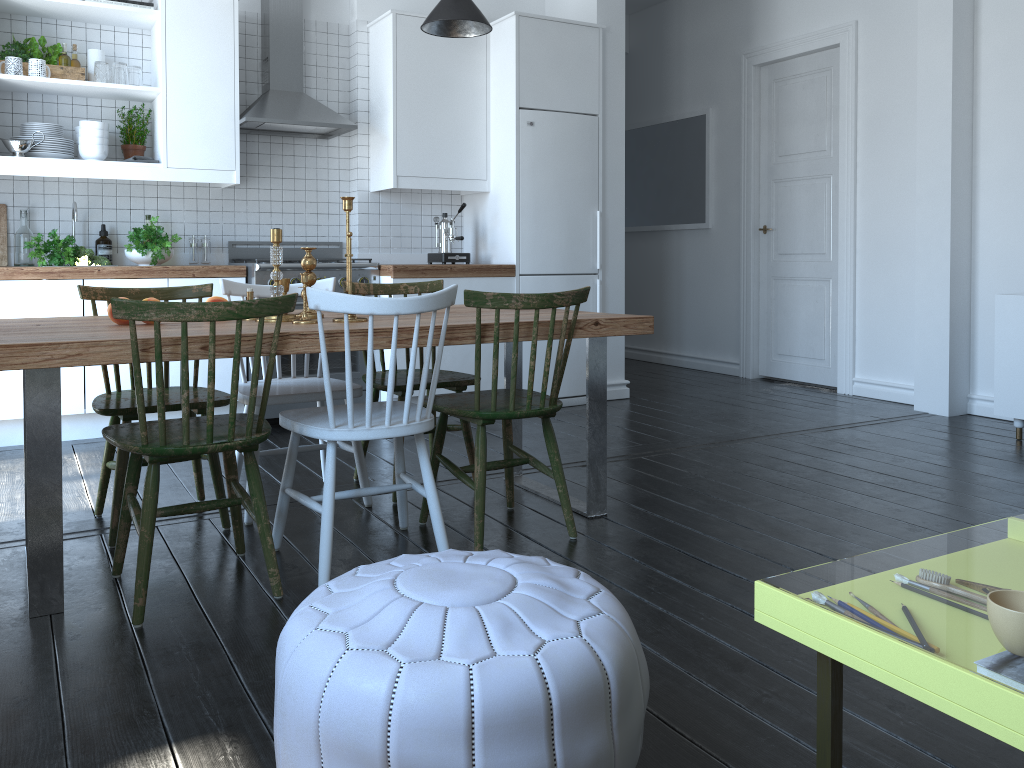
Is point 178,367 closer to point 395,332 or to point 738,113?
point 395,332

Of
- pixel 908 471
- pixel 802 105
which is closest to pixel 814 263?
pixel 802 105

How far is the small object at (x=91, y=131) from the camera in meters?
4.4 m

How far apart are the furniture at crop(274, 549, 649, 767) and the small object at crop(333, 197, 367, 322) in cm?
129

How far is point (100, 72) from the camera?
4.4 meters

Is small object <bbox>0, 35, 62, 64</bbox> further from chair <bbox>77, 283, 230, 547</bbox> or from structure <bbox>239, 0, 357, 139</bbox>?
chair <bbox>77, 283, 230, 547</bbox>

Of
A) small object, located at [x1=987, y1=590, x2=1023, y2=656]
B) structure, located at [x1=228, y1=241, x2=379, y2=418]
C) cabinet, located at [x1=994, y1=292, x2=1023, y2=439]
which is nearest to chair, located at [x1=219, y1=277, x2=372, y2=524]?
structure, located at [x1=228, y1=241, x2=379, y2=418]

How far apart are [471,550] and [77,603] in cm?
115

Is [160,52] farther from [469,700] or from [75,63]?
[469,700]

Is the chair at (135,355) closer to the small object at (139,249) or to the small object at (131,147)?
the small object at (139,249)
